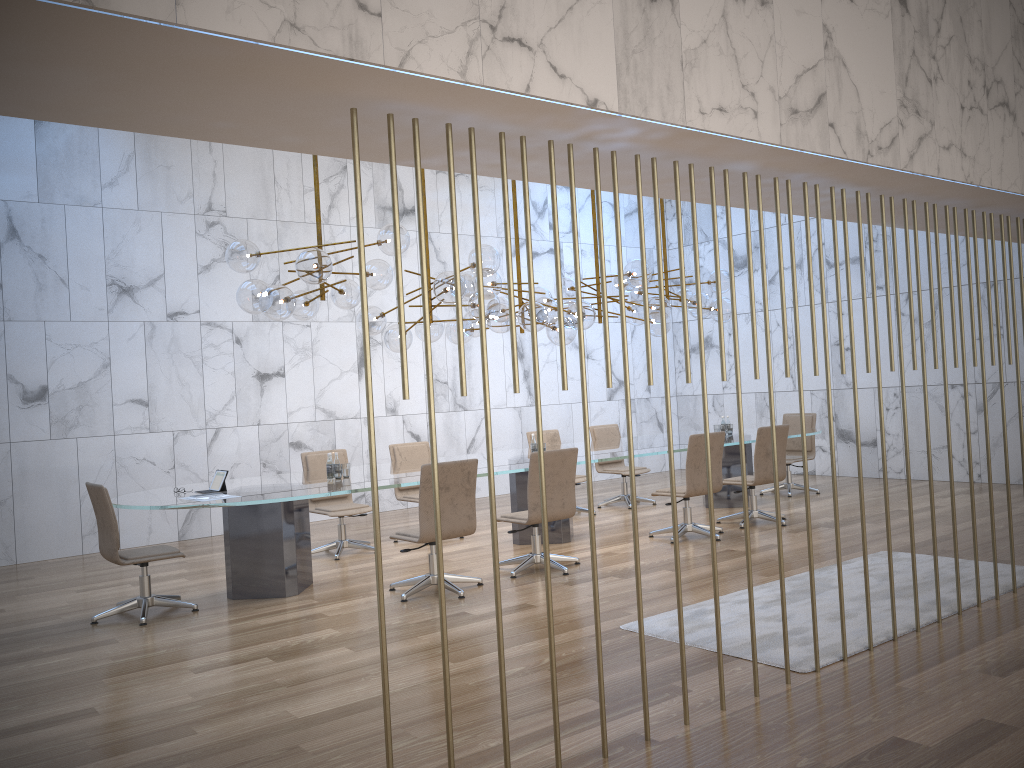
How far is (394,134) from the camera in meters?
3.1

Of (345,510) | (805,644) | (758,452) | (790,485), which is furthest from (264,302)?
(790,485)

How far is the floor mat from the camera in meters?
4.8

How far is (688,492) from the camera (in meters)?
8.12

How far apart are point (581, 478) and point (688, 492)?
2.28m

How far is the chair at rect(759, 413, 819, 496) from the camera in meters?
11.1

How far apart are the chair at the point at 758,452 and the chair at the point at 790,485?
2.0 meters

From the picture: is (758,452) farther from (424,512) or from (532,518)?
(424,512)

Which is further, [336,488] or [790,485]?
[790,485]

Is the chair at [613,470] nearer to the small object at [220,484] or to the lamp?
the lamp
